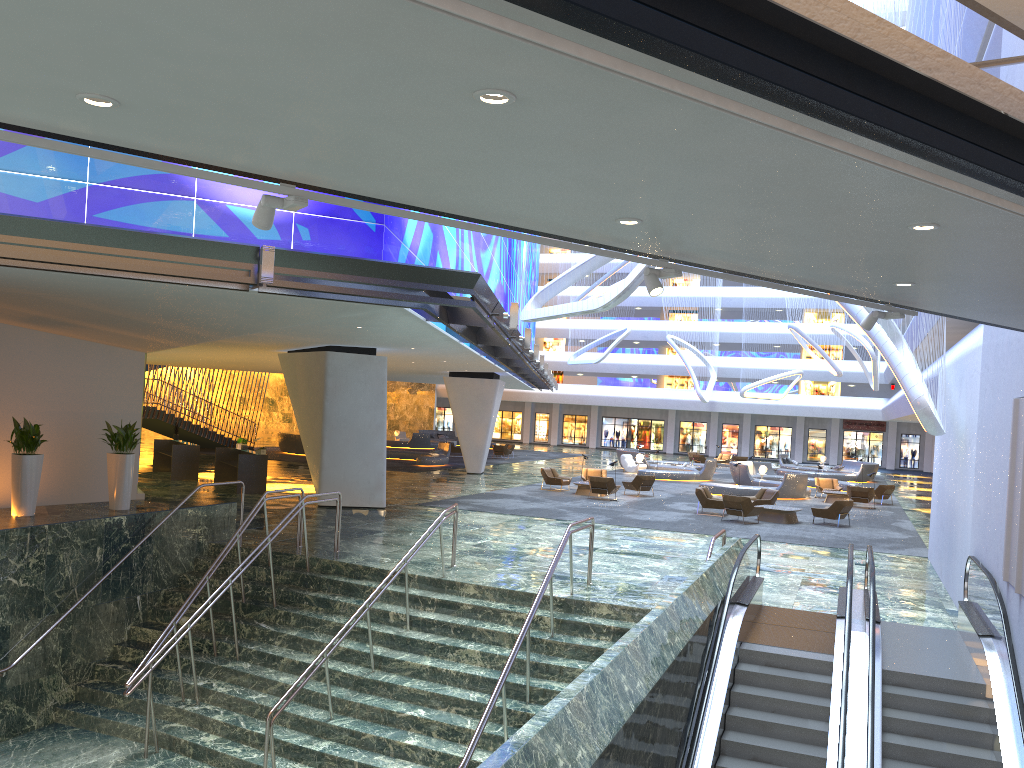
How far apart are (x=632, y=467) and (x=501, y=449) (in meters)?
8.62

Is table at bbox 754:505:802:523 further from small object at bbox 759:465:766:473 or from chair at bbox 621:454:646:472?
chair at bbox 621:454:646:472

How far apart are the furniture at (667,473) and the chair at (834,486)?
6.0 meters

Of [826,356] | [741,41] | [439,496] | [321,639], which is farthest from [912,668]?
[826,356]

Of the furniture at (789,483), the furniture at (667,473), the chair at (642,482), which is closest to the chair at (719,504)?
→ the chair at (642,482)

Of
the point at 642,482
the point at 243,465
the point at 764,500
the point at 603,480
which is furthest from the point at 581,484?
the point at 243,465

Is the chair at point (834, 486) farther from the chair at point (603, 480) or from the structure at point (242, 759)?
the structure at point (242, 759)

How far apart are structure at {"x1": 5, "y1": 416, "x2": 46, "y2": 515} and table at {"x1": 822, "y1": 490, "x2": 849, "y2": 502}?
25.67m

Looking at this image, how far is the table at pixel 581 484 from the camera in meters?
29.8

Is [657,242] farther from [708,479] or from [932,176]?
[708,479]
